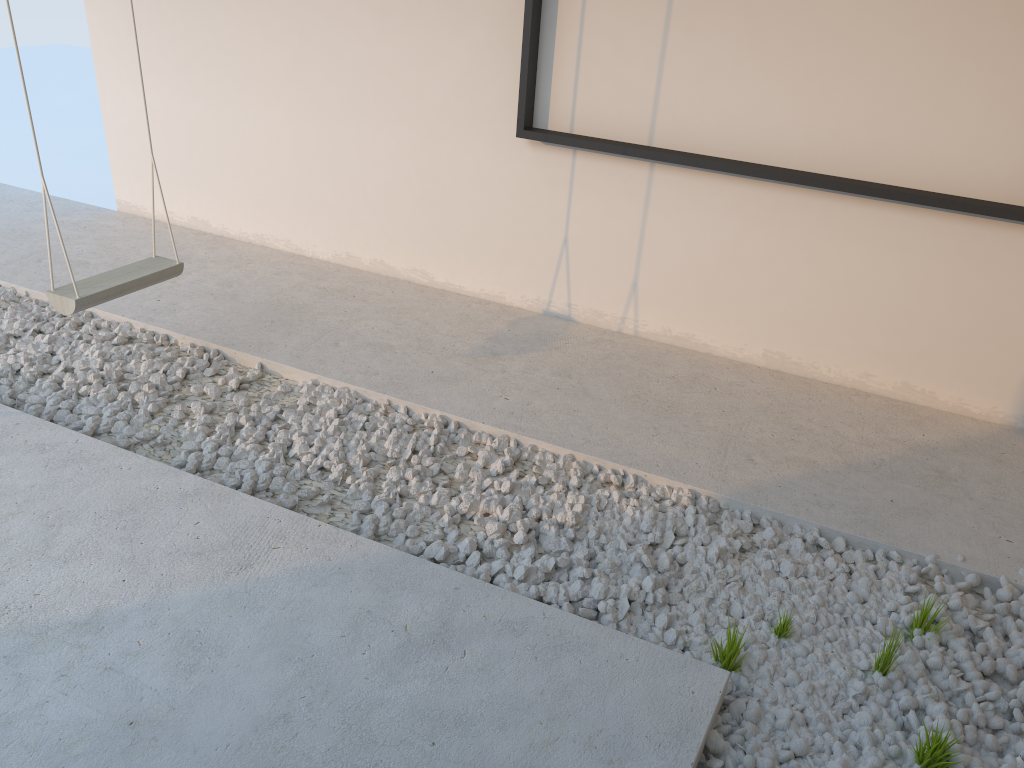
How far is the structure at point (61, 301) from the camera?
2.8 meters

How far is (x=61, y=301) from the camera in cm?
280

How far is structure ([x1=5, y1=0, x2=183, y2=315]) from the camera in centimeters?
280cm

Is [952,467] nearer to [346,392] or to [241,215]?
[346,392]
